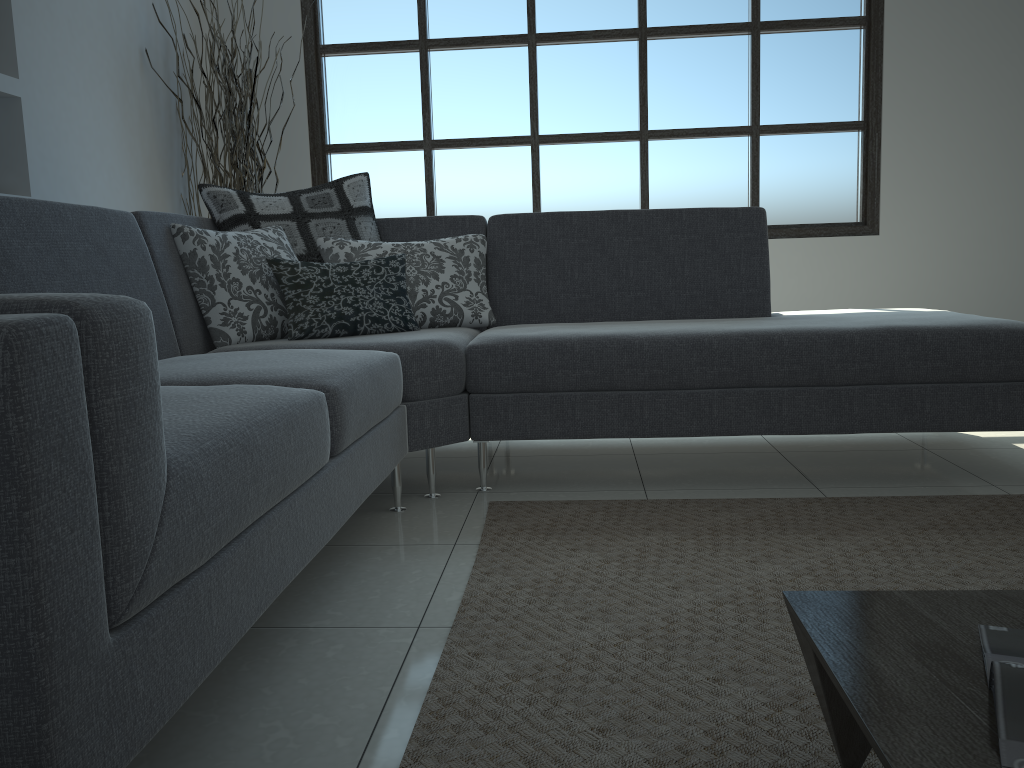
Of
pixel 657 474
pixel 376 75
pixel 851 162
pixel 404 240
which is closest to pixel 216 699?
pixel 657 474

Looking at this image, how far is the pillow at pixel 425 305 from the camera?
3.0m

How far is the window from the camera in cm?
470

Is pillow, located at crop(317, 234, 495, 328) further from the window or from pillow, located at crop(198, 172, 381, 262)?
the window

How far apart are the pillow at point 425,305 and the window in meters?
1.7

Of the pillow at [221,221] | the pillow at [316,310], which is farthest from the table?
the pillow at [221,221]

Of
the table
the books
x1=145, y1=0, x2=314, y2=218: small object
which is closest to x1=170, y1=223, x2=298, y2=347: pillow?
x1=145, y1=0, x2=314, y2=218: small object

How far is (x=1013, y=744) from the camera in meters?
0.8 m

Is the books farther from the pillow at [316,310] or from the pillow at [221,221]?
the pillow at [221,221]

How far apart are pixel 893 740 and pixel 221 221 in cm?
267
